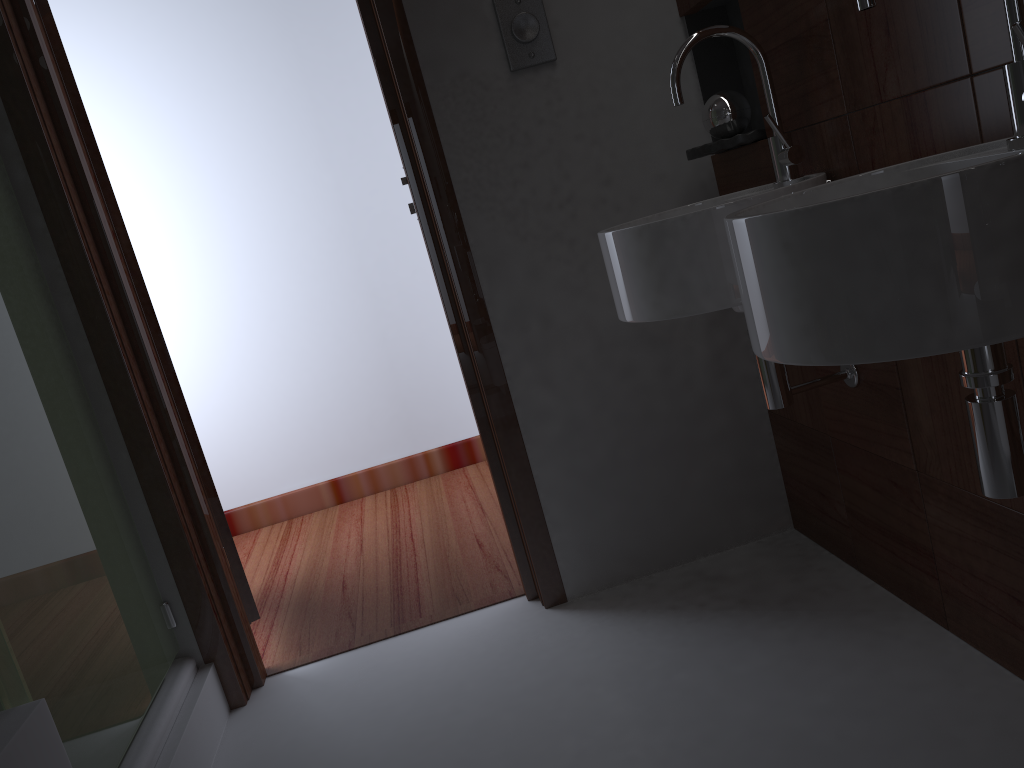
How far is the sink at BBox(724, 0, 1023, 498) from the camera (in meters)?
0.82

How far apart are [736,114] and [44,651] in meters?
1.6 m

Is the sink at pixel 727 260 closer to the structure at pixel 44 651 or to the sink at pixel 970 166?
the sink at pixel 970 166

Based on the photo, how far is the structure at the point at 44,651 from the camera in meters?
1.4

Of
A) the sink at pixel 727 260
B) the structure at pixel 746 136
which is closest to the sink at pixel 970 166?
the sink at pixel 727 260

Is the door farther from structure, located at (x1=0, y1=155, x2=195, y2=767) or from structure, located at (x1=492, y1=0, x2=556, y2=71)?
structure, located at (x1=492, y1=0, x2=556, y2=71)

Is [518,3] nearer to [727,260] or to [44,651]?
[727,260]

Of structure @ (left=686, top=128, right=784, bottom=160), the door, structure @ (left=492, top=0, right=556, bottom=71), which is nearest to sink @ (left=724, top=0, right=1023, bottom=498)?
structure @ (left=686, top=128, right=784, bottom=160)

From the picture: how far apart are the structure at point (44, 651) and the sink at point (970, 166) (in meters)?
1.13

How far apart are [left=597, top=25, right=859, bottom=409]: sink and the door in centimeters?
114cm
